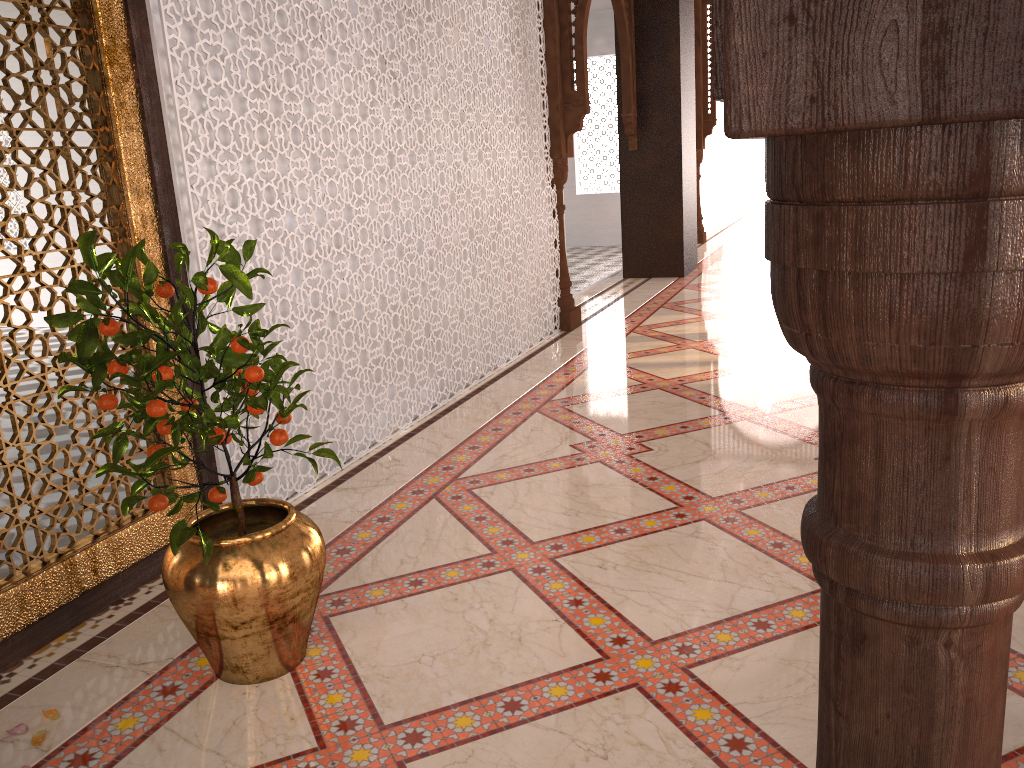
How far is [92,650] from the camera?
2.2m
